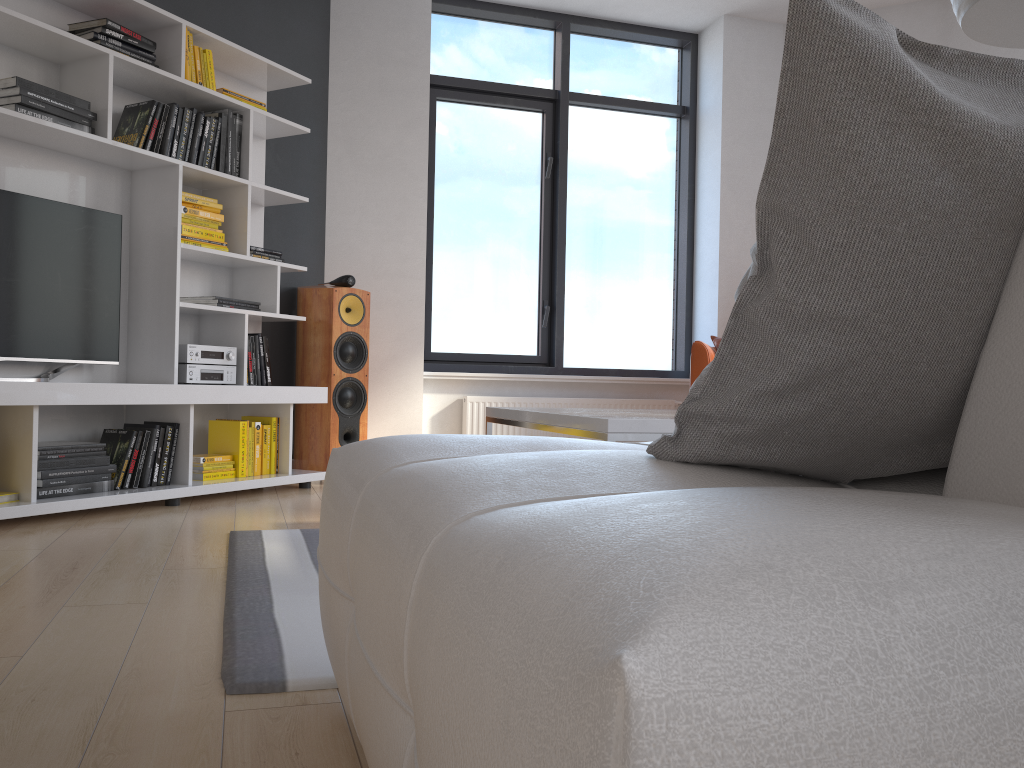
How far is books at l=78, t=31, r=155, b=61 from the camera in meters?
3.5

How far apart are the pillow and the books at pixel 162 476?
3.2 meters

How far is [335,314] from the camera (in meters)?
4.53

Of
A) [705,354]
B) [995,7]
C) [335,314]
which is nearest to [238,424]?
[335,314]

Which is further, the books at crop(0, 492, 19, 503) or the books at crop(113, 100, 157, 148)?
the books at crop(113, 100, 157, 148)

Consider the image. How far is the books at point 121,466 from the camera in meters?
3.5

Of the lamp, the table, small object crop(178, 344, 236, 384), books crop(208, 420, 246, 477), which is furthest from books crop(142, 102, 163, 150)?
the lamp

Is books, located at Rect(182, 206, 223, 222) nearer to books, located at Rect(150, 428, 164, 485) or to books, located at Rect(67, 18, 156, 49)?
books, located at Rect(67, 18, 156, 49)

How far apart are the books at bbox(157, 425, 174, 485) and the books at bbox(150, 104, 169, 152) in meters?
1.2

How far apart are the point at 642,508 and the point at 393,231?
4.8m
